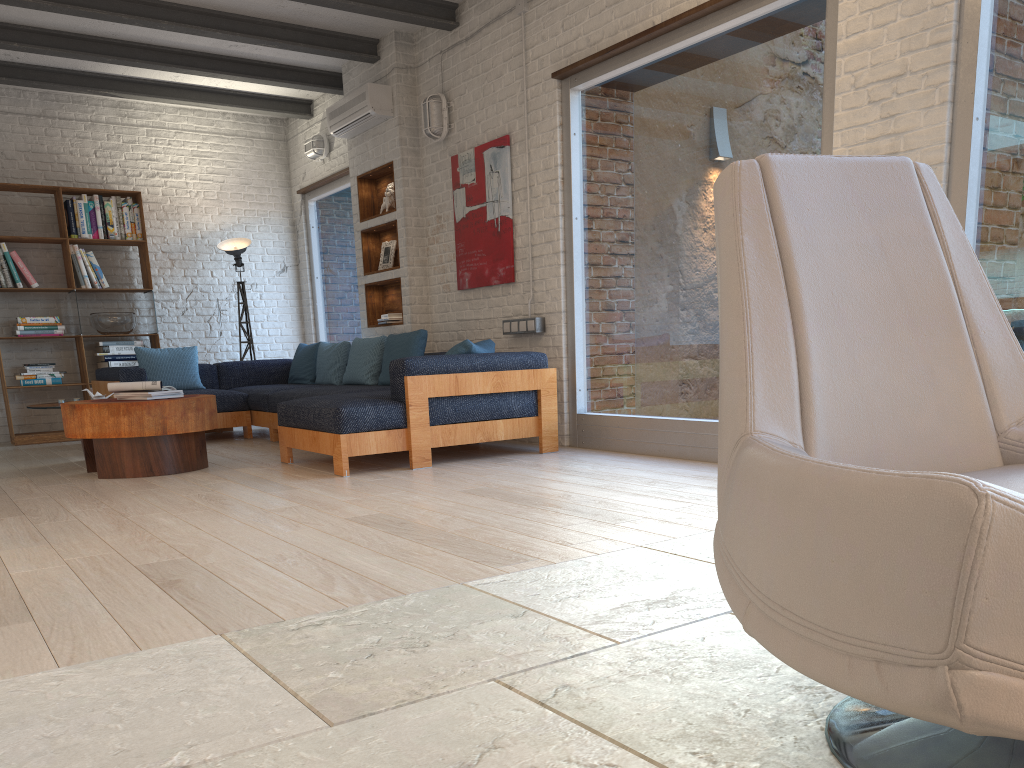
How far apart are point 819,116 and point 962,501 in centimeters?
391cm

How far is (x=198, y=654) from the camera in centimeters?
196cm

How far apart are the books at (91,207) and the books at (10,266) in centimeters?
76cm

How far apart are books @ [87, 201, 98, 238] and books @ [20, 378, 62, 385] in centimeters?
138cm

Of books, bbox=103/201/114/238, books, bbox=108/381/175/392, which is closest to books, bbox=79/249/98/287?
books, bbox=103/201/114/238

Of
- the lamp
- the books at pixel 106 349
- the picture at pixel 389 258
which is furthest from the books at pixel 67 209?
the picture at pixel 389 258

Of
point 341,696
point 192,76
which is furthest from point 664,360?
point 192,76

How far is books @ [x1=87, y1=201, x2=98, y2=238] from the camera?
8.1 meters

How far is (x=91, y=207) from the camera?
8.1m

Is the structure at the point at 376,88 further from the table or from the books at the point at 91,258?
the table
